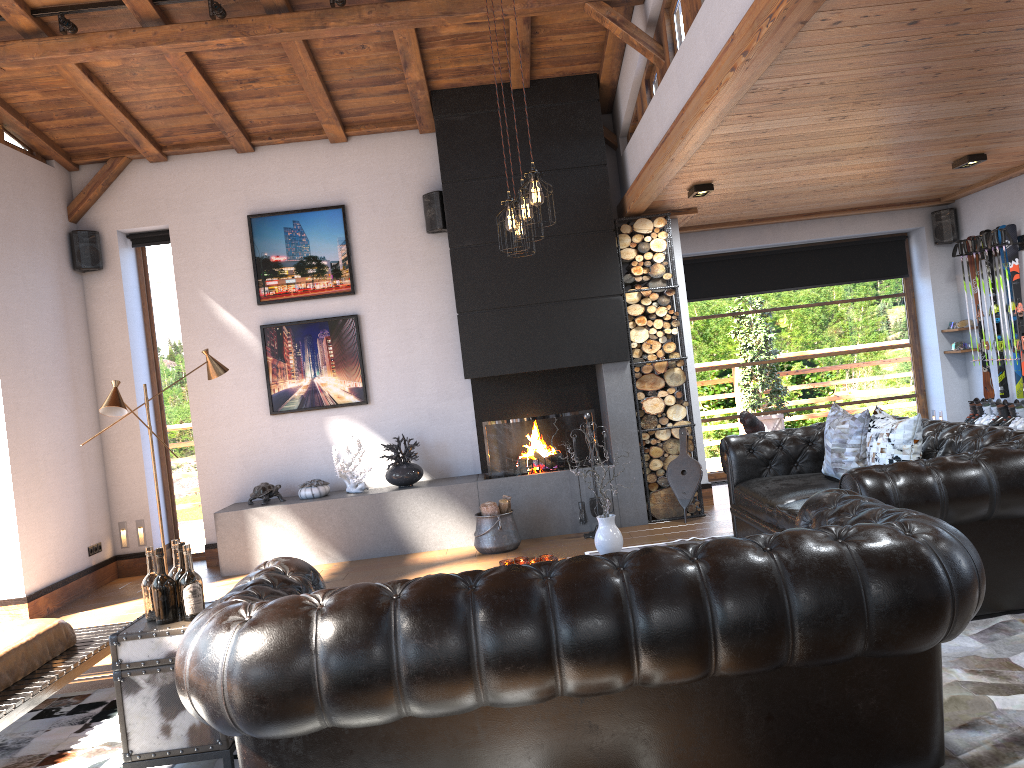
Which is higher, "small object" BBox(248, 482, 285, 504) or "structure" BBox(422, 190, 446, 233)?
"structure" BBox(422, 190, 446, 233)

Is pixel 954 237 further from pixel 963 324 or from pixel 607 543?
pixel 607 543

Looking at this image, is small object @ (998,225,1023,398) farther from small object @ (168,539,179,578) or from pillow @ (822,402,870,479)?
small object @ (168,539,179,578)

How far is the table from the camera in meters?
3.3

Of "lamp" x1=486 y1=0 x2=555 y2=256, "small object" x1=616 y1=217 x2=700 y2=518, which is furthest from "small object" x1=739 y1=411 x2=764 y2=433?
"lamp" x1=486 y1=0 x2=555 y2=256

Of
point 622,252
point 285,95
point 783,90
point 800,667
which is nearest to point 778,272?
point 622,252

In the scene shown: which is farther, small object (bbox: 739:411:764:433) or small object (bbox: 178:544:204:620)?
small object (bbox: 739:411:764:433)

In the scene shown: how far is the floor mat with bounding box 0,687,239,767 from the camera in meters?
3.8

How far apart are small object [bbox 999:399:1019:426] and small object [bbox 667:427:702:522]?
3.0 meters

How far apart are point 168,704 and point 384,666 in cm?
139
